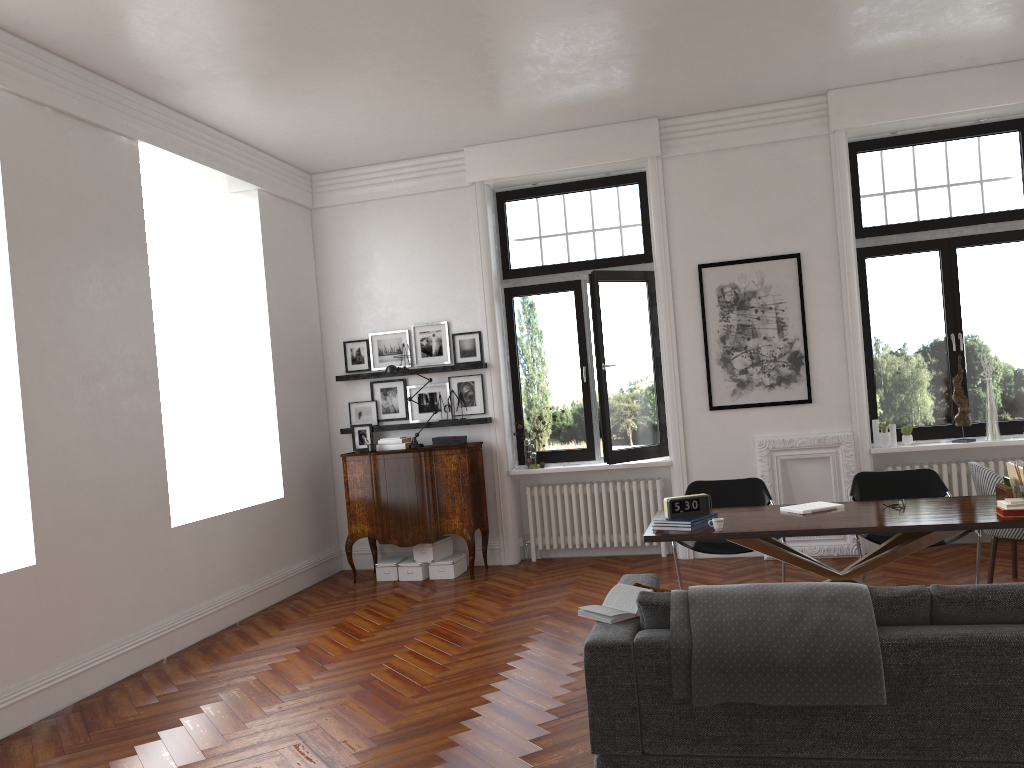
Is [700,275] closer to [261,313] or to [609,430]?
[609,430]

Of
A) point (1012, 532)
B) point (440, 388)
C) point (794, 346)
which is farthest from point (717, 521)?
point (440, 388)

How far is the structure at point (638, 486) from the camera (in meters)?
8.35

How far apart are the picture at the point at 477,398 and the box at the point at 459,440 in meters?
0.3 m

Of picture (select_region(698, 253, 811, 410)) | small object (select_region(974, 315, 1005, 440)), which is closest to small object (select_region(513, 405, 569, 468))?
picture (select_region(698, 253, 811, 410))

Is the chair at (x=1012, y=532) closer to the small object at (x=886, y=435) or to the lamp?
the small object at (x=886, y=435)

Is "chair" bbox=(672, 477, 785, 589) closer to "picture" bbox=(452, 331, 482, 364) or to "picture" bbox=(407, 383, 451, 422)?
"picture" bbox=(452, 331, 482, 364)

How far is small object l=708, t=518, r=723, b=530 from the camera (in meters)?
5.09

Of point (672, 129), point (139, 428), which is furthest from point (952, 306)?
point (139, 428)

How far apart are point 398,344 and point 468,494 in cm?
174
